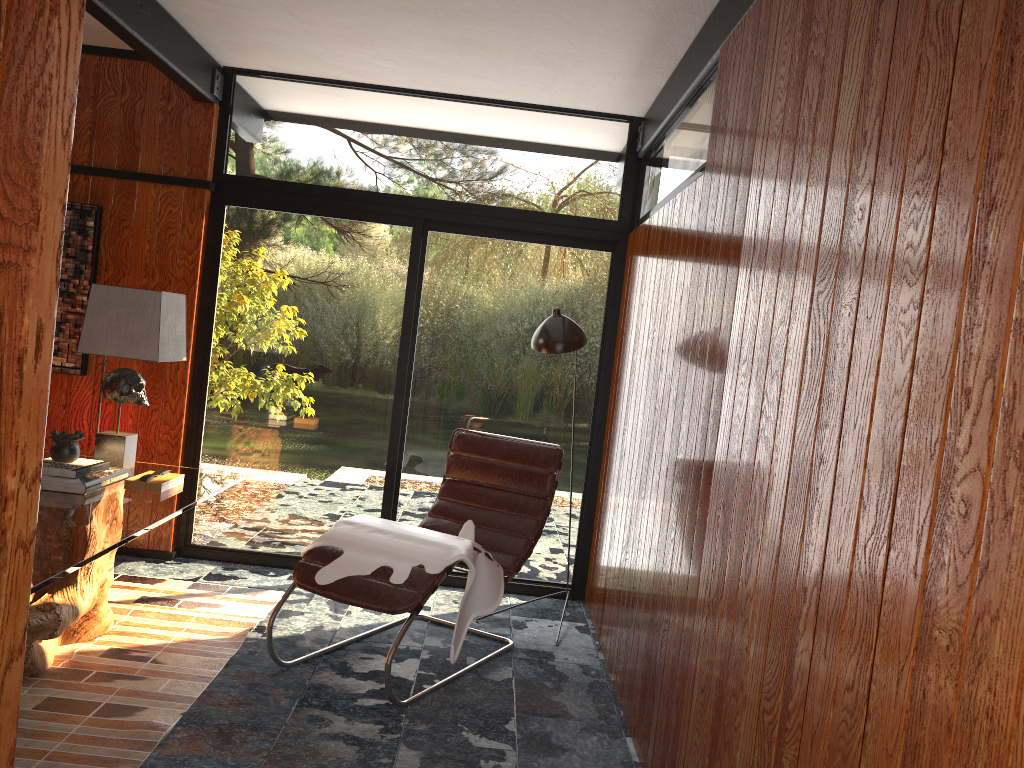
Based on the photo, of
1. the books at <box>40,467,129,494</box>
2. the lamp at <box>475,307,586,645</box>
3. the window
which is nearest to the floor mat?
the window

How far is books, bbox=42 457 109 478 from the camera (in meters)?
3.10

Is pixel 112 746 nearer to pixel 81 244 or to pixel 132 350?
pixel 132 350

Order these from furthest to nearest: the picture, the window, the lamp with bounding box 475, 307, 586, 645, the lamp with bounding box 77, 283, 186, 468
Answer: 1. the window
2. the picture
3. the lamp with bounding box 475, 307, 586, 645
4. the lamp with bounding box 77, 283, 186, 468

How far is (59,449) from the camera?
3.2 meters

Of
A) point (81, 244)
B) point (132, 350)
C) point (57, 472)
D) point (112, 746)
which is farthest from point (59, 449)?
point (81, 244)

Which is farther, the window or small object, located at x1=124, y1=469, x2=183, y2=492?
the window

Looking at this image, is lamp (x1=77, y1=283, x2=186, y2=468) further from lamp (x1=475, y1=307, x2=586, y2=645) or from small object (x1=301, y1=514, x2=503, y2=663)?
lamp (x1=475, y1=307, x2=586, y2=645)

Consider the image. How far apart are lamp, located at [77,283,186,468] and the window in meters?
0.9

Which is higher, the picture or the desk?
the picture
